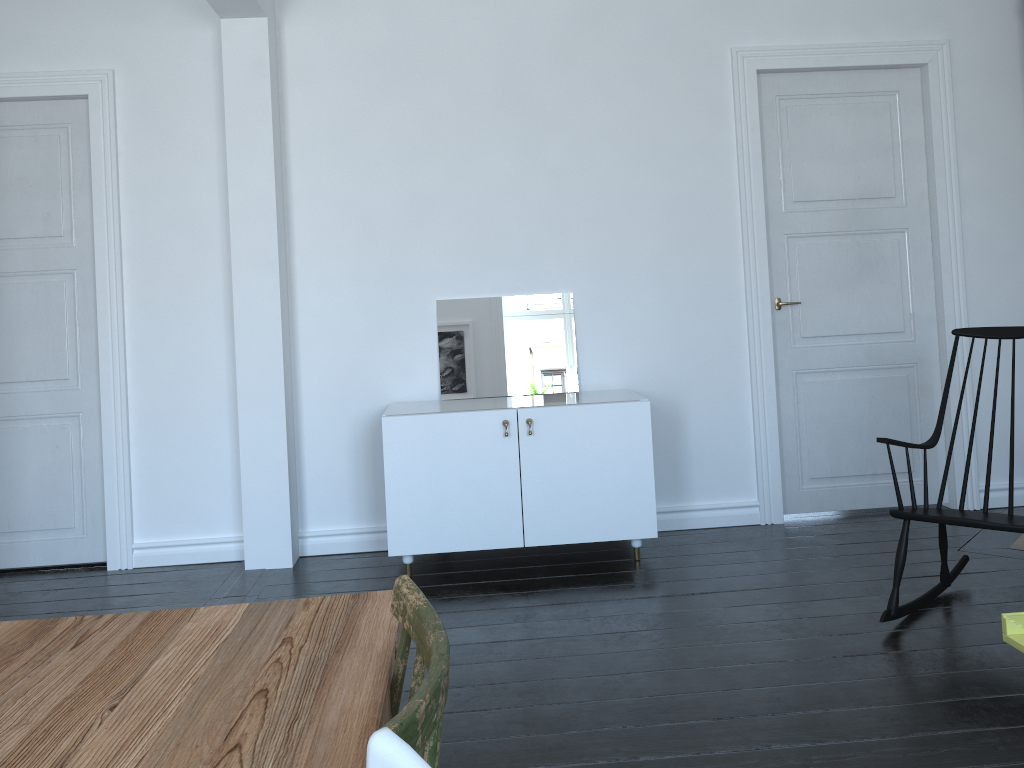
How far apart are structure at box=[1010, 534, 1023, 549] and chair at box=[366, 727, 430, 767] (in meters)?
4.04

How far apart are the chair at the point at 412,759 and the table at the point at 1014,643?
1.9 meters

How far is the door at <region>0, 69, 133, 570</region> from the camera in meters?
4.3 m

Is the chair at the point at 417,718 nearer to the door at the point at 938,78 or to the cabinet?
the cabinet

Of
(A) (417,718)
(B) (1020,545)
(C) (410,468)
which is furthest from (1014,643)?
(C) (410,468)

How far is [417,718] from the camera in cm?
88

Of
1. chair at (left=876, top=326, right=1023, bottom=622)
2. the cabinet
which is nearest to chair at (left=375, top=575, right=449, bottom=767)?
chair at (left=876, top=326, right=1023, bottom=622)

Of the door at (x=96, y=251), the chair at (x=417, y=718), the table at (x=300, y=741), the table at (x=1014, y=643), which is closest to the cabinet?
the door at (x=96, y=251)

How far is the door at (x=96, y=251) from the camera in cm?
432

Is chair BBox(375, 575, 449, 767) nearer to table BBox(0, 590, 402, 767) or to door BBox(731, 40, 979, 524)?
table BBox(0, 590, 402, 767)
